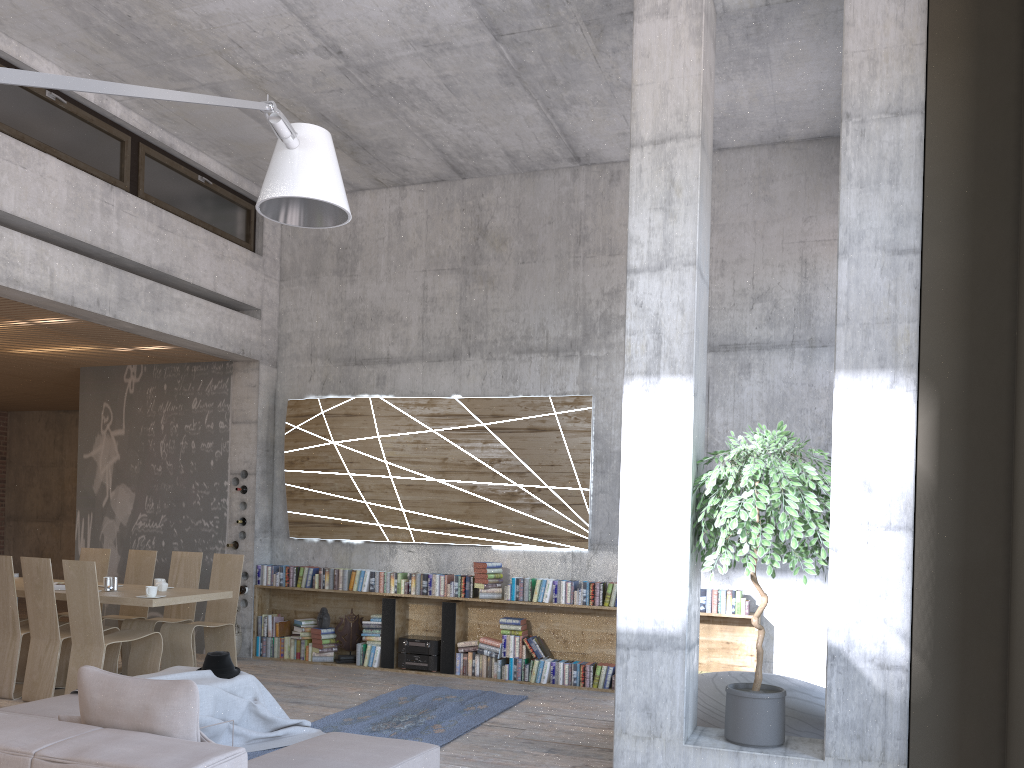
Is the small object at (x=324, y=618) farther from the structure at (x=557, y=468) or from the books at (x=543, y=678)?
the books at (x=543, y=678)

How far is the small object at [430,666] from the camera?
8.57m

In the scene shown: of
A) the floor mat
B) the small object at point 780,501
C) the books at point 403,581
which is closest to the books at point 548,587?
the floor mat

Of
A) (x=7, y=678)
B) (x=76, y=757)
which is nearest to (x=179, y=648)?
(x=7, y=678)

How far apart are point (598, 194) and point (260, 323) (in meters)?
3.97

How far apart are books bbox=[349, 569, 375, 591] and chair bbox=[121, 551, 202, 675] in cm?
152

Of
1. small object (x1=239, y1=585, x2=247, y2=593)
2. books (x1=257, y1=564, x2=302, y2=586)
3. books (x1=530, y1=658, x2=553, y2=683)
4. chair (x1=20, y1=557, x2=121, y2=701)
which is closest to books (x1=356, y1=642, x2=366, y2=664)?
books (x1=257, y1=564, x2=302, y2=586)

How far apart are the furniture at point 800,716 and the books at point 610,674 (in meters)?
2.31

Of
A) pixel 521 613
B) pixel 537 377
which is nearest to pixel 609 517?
pixel 521 613

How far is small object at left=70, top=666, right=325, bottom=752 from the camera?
5.5 meters
